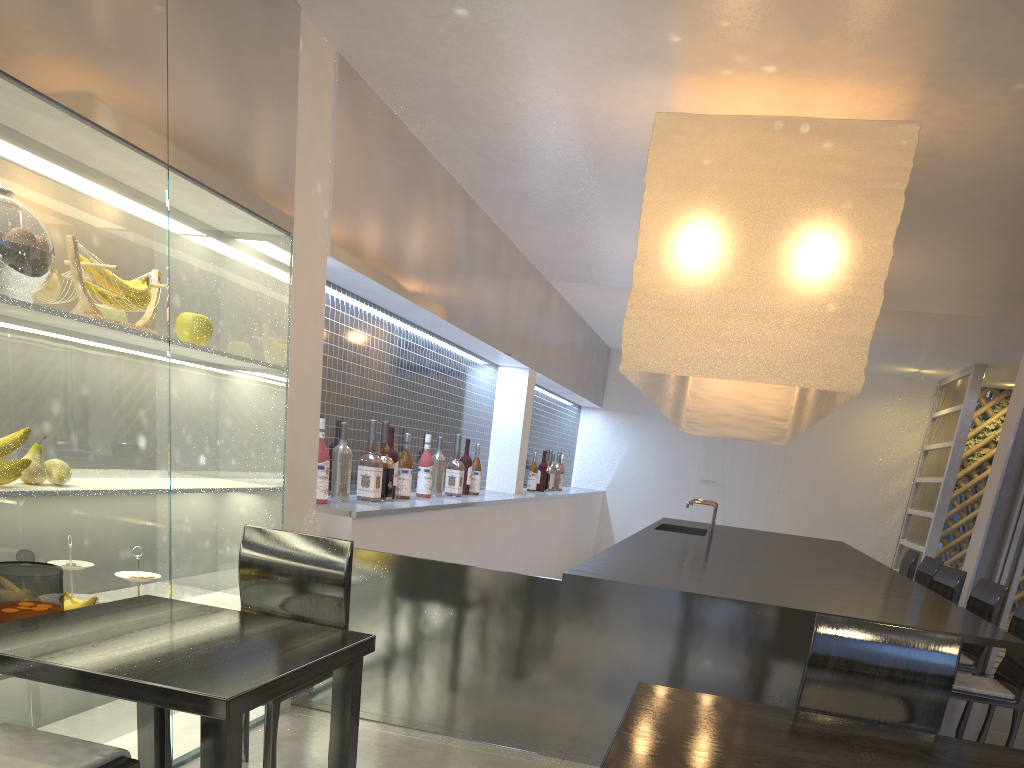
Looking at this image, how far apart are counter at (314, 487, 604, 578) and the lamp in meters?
0.6 m

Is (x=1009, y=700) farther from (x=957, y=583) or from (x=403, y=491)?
(x=403, y=491)

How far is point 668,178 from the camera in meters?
1.7

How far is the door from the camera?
5.0m

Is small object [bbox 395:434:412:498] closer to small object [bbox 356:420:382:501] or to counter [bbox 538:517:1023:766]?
small object [bbox 356:420:382:501]

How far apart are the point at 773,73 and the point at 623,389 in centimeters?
372cm

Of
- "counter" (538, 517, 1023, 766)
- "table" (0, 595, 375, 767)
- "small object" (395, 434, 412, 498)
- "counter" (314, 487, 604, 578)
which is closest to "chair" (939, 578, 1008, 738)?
"counter" (538, 517, 1023, 766)

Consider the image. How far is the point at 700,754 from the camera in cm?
74

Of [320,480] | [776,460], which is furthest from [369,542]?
[776,460]

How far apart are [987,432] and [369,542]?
4.3 meters
